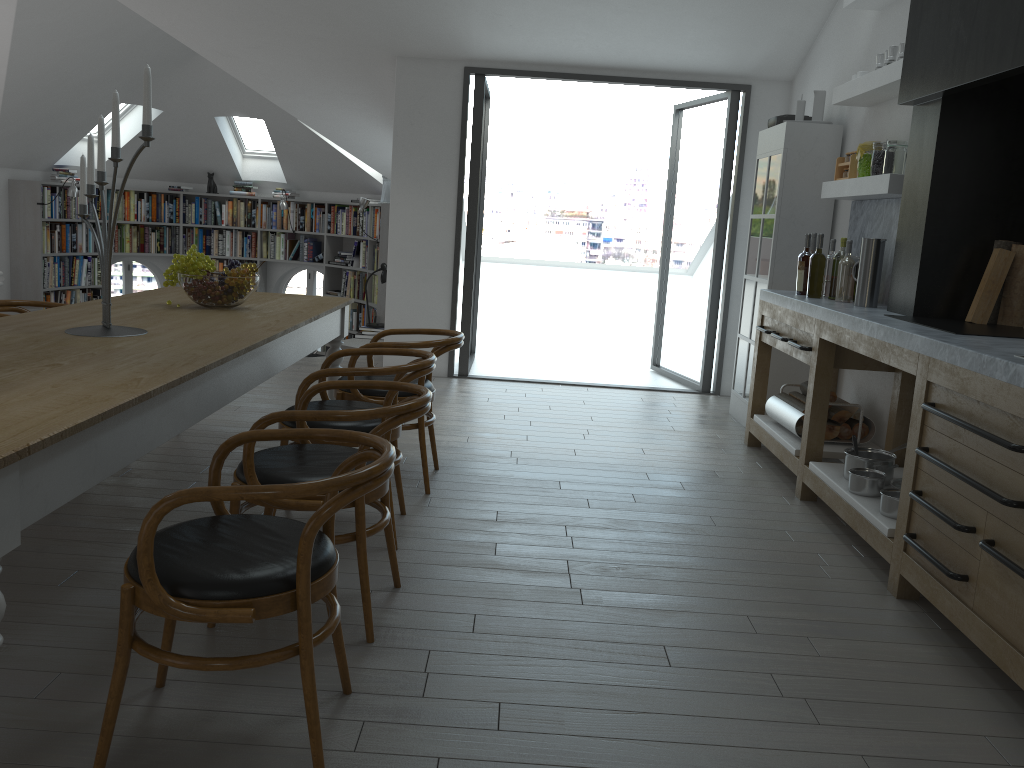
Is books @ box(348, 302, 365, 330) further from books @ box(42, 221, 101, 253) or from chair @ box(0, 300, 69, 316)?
chair @ box(0, 300, 69, 316)

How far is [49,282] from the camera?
9.7 meters

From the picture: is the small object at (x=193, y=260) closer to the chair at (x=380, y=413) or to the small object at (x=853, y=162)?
the chair at (x=380, y=413)

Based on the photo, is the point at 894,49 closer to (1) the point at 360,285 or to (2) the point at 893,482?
(2) the point at 893,482

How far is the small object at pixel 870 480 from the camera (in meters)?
3.74

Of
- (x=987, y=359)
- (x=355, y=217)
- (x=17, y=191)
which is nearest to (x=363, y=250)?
(x=355, y=217)

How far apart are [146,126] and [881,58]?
3.8 meters

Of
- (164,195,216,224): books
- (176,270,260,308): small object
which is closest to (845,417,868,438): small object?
(176,270,260,308): small object

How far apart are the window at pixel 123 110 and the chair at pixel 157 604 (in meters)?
9.10

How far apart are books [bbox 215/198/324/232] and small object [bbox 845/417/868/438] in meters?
7.8
